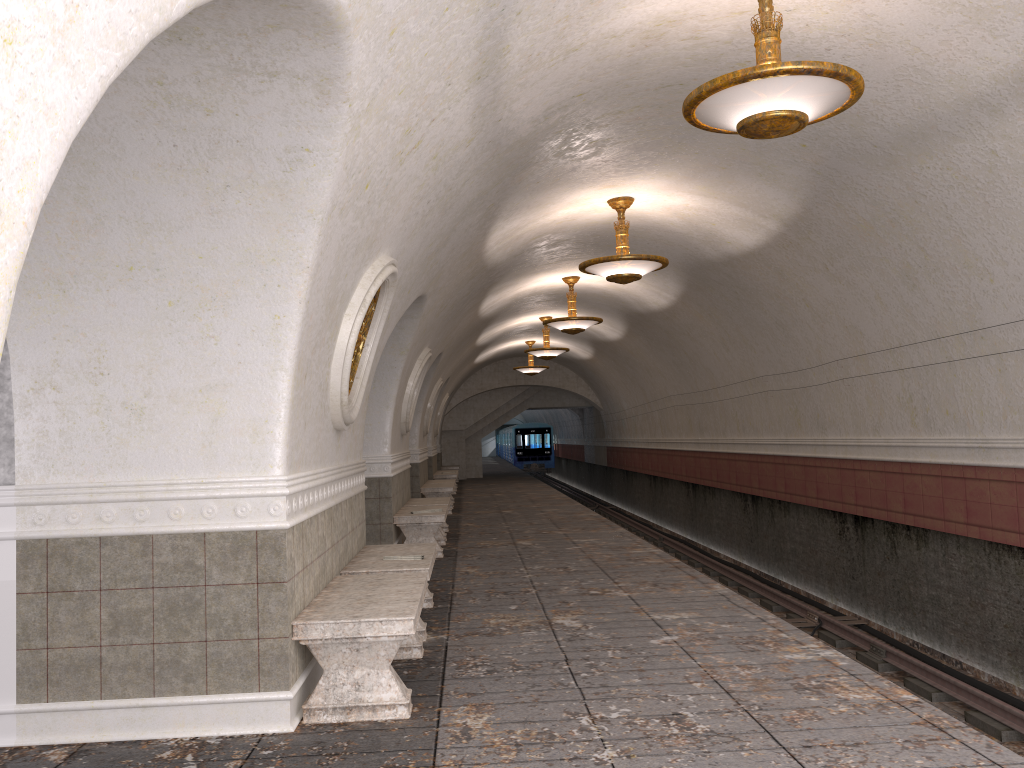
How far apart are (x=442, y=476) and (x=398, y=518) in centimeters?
1197cm

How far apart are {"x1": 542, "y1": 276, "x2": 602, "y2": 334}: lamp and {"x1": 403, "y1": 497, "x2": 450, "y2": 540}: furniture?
3.5m

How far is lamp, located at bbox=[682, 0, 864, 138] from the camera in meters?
4.7 m

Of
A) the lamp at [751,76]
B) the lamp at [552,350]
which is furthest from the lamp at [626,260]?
the lamp at [552,350]

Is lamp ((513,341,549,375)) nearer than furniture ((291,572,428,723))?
No

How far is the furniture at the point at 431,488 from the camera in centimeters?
1638cm

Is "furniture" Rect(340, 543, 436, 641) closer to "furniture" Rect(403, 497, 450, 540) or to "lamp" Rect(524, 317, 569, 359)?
"furniture" Rect(403, 497, 450, 540)

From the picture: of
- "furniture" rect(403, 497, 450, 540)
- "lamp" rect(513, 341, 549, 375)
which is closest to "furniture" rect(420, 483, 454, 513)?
"furniture" rect(403, 497, 450, 540)

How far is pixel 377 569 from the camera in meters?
6.1 m

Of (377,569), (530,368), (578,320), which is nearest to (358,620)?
(377,569)
